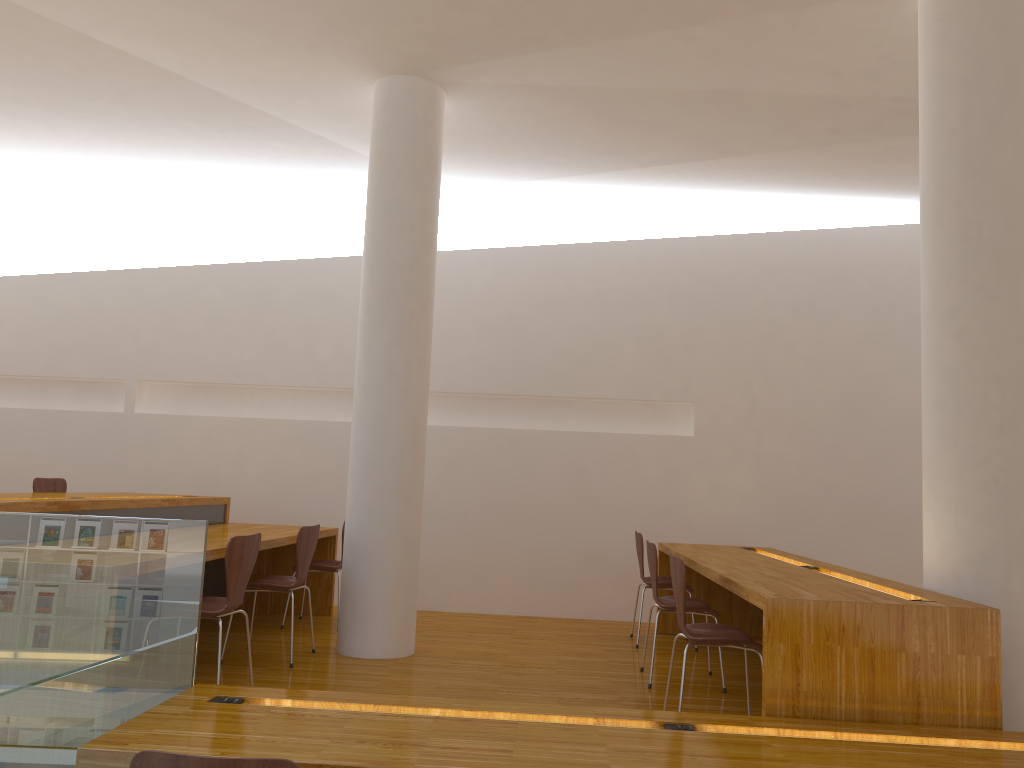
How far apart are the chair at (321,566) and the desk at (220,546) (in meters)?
0.17

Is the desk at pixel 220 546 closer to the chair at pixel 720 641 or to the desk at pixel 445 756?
the desk at pixel 445 756

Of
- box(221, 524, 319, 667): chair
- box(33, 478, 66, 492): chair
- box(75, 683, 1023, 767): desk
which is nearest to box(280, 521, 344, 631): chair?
box(221, 524, 319, 667): chair

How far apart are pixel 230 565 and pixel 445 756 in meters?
1.6 m

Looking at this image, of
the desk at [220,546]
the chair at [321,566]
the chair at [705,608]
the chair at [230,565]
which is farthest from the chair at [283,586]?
the chair at [705,608]

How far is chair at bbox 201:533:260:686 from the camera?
3.6 meters

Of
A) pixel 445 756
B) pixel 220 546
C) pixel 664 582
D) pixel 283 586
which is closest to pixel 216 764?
pixel 445 756

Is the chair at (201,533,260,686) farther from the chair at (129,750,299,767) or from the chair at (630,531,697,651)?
the chair at (630,531,697,651)

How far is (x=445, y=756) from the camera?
2.3 meters

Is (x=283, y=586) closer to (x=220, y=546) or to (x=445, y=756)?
(x=220, y=546)
